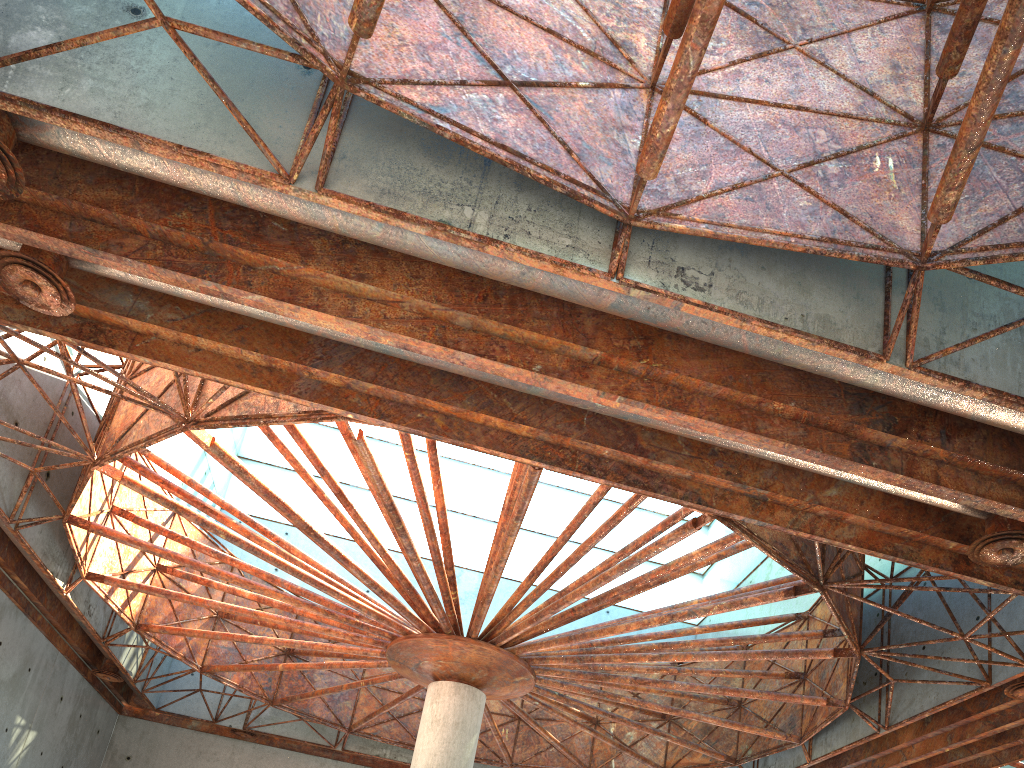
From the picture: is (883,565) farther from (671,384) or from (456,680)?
(671,384)
